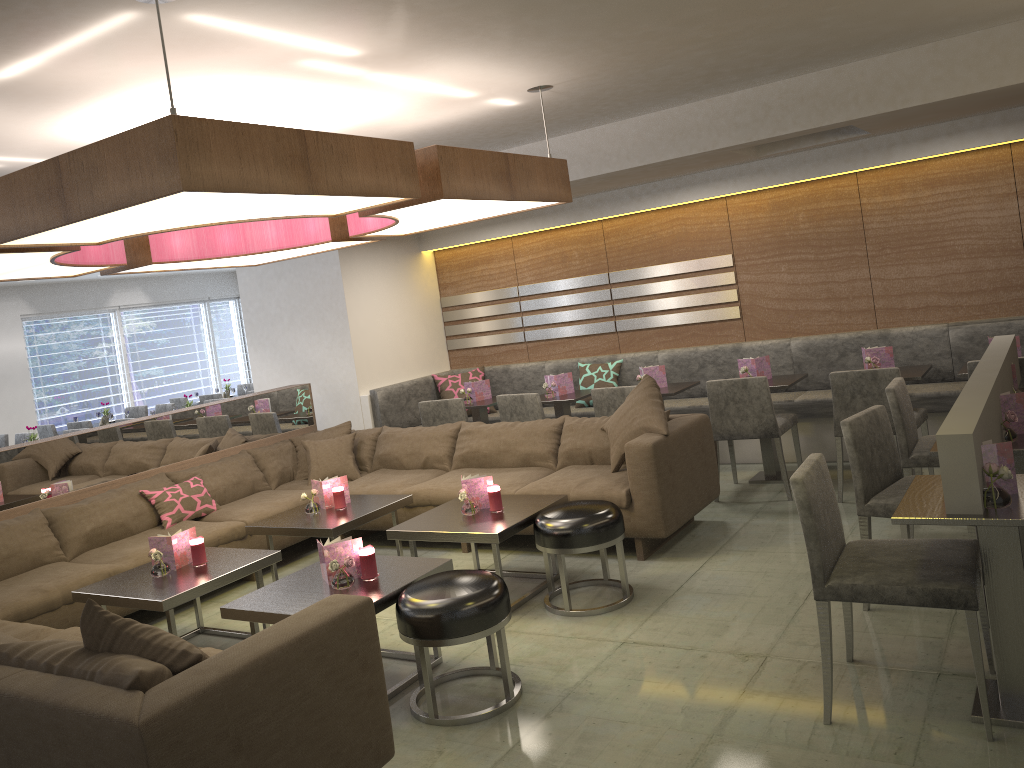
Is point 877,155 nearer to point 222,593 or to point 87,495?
point 222,593

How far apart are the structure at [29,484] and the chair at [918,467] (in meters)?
4.25

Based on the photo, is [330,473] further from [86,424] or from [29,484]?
[86,424]

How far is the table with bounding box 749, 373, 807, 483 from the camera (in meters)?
5.70

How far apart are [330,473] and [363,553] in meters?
2.5

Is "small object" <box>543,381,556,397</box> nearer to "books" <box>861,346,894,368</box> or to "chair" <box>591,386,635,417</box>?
"chair" <box>591,386,635,417</box>

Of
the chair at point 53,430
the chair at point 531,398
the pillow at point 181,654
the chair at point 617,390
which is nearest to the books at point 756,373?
the chair at point 617,390

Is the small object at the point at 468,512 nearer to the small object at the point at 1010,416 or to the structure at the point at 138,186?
the structure at the point at 138,186

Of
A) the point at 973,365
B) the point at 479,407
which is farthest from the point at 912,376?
the point at 479,407

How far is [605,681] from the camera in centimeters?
334cm
